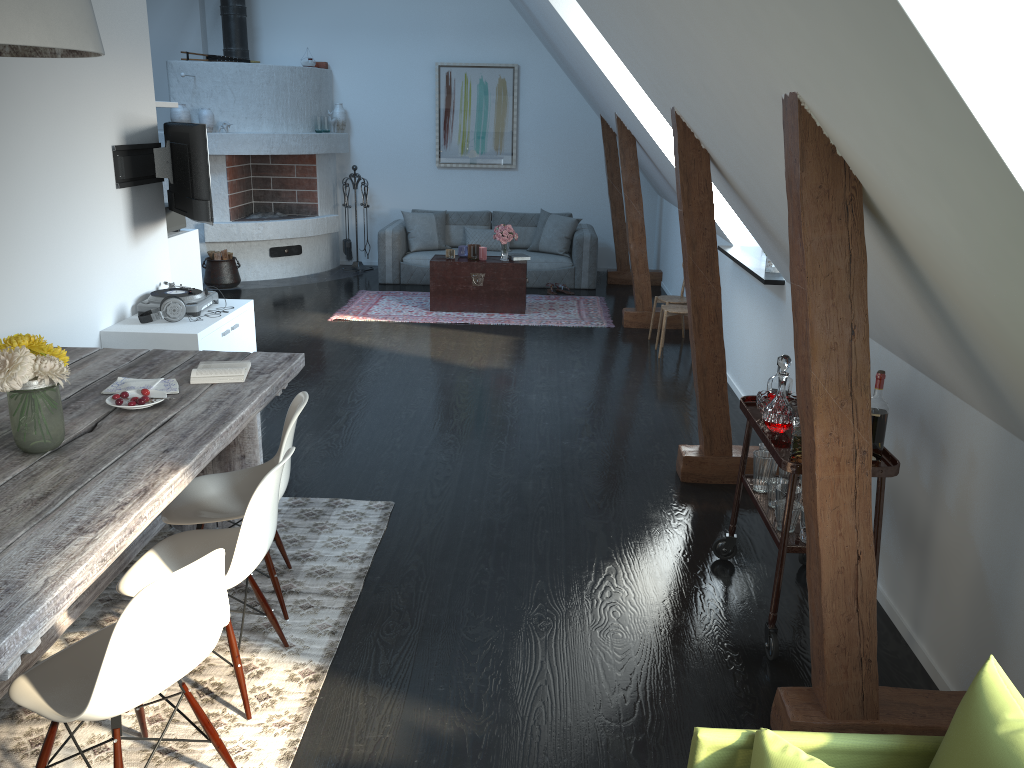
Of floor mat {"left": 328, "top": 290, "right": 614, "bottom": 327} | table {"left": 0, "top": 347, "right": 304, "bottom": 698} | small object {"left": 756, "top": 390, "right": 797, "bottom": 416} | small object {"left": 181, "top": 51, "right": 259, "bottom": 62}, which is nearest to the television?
table {"left": 0, "top": 347, "right": 304, "bottom": 698}

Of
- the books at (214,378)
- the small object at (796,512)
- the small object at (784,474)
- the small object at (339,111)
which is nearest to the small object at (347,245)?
the small object at (339,111)

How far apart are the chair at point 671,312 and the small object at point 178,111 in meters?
5.5 m

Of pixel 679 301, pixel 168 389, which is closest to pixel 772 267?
pixel 679 301

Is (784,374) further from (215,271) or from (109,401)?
(215,271)

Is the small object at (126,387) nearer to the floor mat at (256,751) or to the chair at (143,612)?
the floor mat at (256,751)

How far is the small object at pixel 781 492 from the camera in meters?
3.2

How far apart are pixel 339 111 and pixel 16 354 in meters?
8.5 m

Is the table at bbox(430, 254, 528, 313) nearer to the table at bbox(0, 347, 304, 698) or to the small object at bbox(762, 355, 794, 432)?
the table at bbox(0, 347, 304, 698)

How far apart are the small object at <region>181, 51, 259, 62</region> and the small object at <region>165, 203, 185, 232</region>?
3.37m
